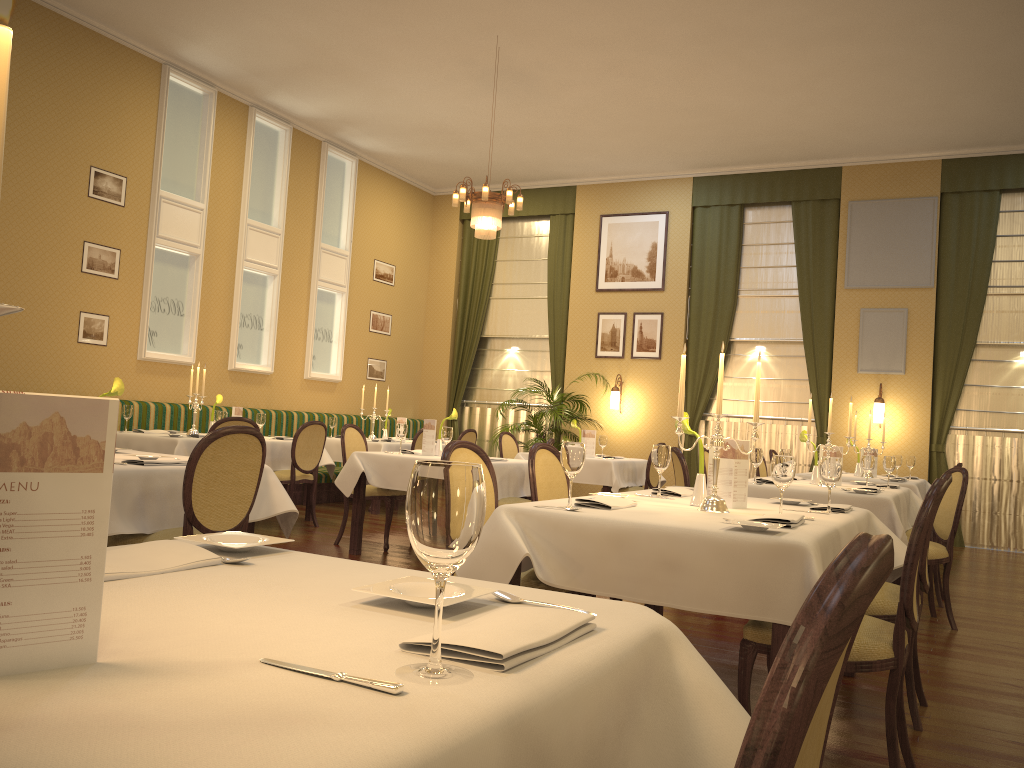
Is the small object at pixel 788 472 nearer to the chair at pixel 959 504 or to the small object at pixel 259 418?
the chair at pixel 959 504

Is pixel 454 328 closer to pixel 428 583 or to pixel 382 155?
pixel 382 155

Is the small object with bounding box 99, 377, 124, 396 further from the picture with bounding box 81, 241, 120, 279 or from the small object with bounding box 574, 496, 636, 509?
the picture with bounding box 81, 241, 120, 279

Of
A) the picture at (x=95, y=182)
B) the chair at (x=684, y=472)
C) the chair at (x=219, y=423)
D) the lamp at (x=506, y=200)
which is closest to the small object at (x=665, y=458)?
the chair at (x=684, y=472)

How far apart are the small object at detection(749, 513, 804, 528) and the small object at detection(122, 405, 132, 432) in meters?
6.0

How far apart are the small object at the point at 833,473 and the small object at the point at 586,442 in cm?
538

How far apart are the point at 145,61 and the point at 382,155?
3.6 meters

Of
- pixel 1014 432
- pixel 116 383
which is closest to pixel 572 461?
pixel 116 383

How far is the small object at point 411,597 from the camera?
1.2m

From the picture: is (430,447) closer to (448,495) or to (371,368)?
(371,368)
